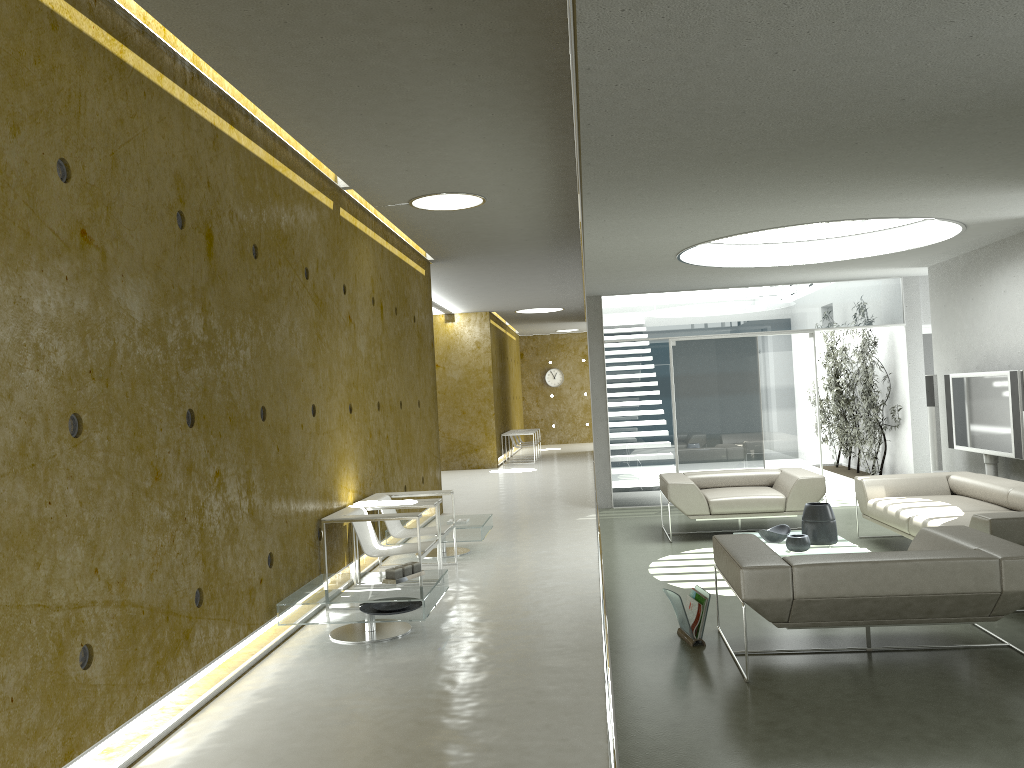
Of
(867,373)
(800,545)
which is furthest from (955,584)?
(867,373)

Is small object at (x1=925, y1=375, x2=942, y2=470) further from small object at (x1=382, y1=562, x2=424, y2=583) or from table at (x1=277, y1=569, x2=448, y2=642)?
small object at (x1=382, y1=562, x2=424, y2=583)

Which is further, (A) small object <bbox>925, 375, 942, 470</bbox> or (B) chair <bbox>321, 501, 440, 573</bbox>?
(A) small object <bbox>925, 375, 942, 470</bbox>

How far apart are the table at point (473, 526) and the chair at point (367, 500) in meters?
0.4 m

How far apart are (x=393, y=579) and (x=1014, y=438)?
5.6 meters

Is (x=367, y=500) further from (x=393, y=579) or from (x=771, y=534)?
(x=771, y=534)

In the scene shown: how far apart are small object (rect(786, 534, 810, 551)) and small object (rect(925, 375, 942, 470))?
3.8 meters

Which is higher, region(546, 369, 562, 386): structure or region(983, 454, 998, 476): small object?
region(546, 369, 562, 386): structure

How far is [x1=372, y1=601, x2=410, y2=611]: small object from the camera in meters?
5.6

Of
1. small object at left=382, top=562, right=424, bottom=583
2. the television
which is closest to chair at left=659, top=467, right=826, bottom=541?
the television
